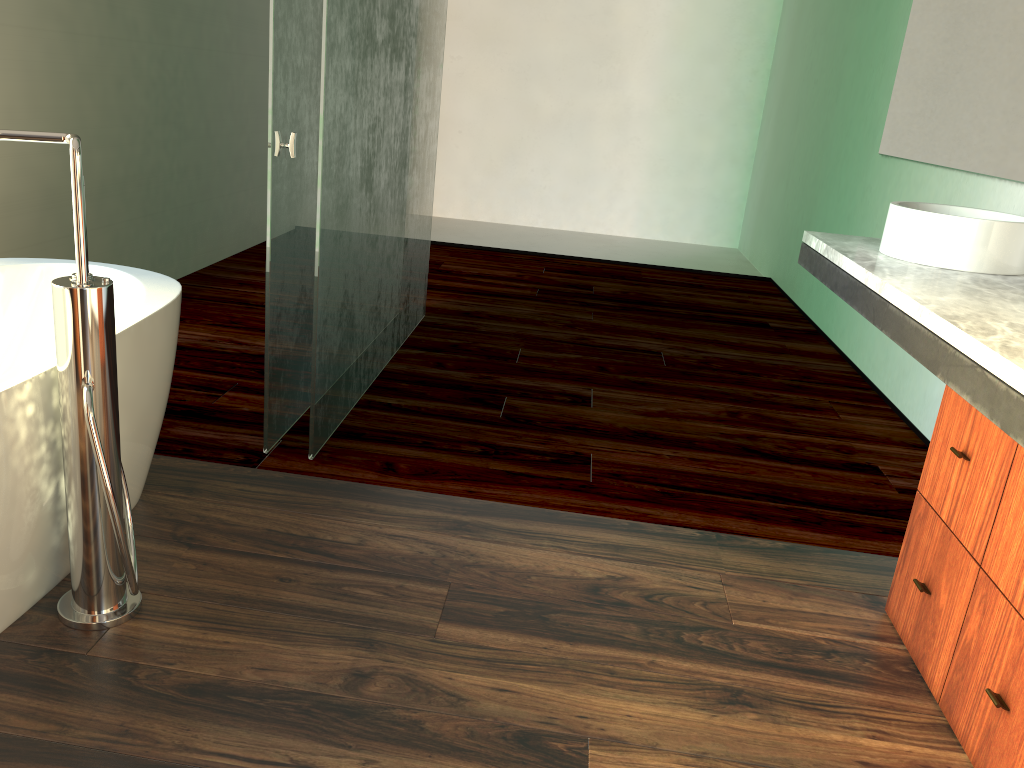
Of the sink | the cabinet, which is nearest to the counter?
the sink

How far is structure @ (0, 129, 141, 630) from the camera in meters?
1.5

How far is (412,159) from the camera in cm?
336

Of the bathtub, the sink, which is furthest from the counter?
the bathtub

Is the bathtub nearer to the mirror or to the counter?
the counter

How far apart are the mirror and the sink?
0.3m

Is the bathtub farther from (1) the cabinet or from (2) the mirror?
(2) the mirror

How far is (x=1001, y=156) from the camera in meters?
2.8 m

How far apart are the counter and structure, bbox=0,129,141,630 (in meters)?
1.45

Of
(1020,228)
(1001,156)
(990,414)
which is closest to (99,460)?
(990,414)
